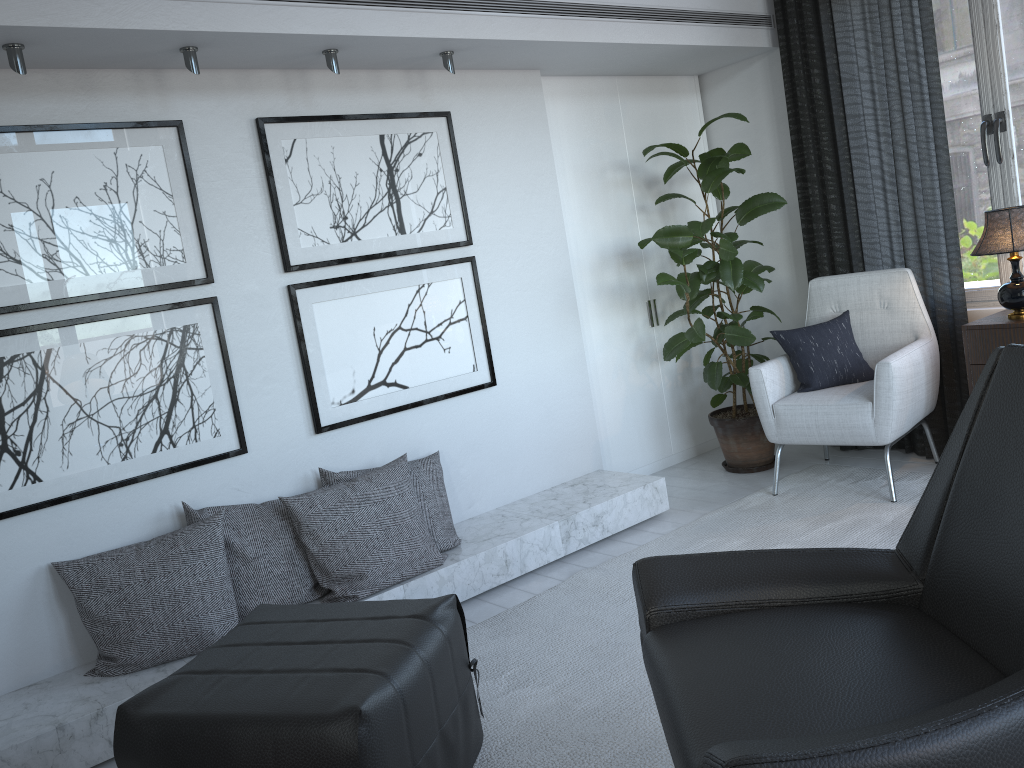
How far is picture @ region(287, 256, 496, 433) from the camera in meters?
3.1 m

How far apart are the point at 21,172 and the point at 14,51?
0.3 meters

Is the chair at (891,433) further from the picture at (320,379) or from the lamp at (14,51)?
the lamp at (14,51)

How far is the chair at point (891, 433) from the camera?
3.3m

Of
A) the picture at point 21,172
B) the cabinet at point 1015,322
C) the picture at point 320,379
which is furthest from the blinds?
the picture at point 21,172

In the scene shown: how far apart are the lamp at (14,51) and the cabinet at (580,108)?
0.8 meters

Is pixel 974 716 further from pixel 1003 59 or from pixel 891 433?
pixel 1003 59

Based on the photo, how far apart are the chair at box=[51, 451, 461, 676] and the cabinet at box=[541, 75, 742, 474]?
1.0m

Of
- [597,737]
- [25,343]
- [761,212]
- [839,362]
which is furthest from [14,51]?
[839,362]

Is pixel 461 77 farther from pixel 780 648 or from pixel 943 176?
pixel 780 648
